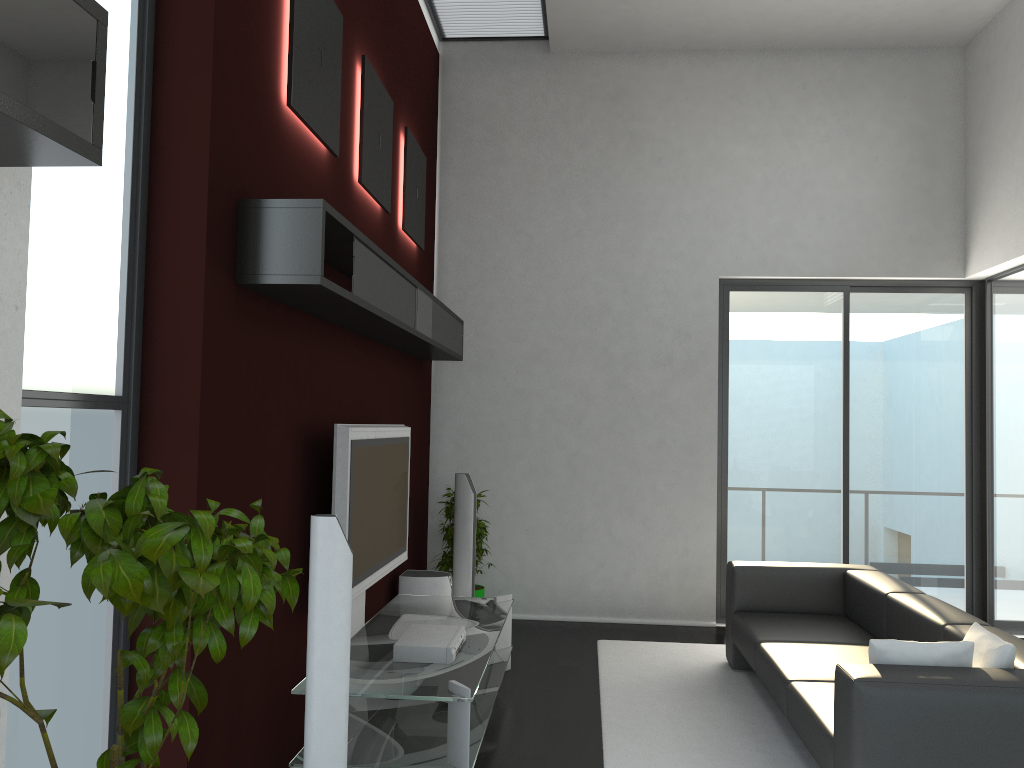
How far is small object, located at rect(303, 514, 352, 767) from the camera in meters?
3.1 m

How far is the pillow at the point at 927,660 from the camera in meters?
3.2 m

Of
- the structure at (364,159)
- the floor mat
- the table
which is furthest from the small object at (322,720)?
the structure at (364,159)

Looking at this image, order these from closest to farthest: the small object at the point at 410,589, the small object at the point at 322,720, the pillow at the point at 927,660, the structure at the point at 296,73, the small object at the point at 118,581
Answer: the small object at the point at 118,581, the small object at the point at 322,720, the pillow at the point at 927,660, the structure at the point at 296,73, the small object at the point at 410,589

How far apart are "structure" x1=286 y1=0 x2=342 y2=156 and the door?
3.9 meters

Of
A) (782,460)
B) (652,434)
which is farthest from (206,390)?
(782,460)

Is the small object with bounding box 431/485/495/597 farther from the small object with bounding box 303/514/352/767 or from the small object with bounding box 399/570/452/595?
the small object with bounding box 303/514/352/767

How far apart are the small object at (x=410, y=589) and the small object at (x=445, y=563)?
0.6m

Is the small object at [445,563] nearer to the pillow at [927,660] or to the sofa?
the sofa

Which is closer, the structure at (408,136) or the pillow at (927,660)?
the pillow at (927,660)
